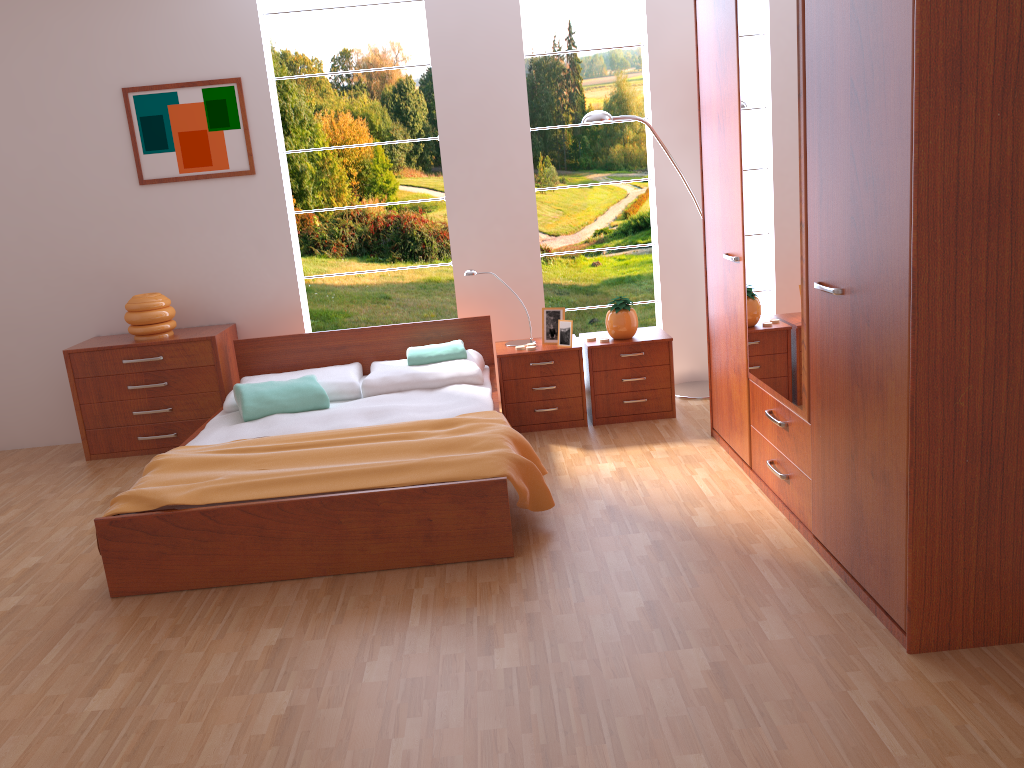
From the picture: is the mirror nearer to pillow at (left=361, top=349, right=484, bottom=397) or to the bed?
the bed

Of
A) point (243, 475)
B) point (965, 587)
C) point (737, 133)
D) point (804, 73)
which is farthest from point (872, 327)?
point (243, 475)

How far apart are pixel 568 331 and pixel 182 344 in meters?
2.1

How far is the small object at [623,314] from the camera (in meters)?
4.55

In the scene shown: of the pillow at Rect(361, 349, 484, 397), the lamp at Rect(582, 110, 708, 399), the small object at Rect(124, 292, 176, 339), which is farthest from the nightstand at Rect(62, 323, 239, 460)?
the lamp at Rect(582, 110, 708, 399)

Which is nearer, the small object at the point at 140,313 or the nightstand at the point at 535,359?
the nightstand at the point at 535,359

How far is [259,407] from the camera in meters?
4.1 m

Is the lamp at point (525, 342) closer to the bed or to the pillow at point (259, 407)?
the bed

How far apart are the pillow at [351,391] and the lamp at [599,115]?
1.8m

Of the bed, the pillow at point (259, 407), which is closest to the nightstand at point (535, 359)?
the bed
